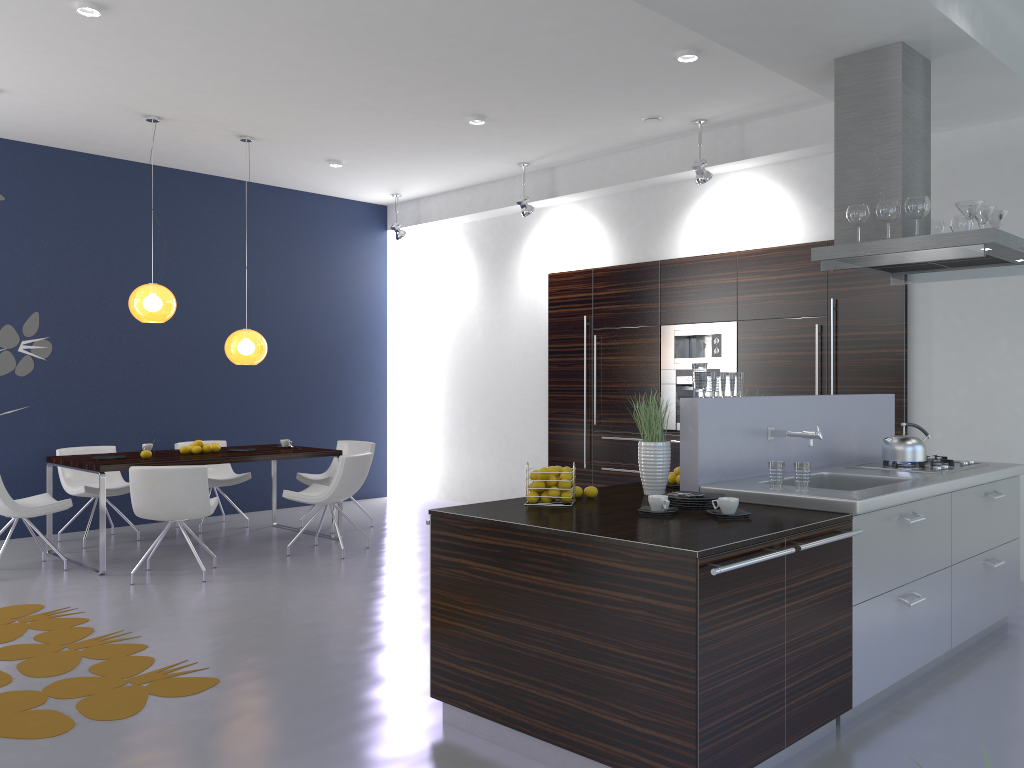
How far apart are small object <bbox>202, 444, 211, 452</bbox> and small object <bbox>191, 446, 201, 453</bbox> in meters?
0.1

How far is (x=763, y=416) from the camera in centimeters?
438cm

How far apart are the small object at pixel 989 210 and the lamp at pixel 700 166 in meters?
2.9 m

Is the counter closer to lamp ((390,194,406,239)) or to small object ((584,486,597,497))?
small object ((584,486,597,497))

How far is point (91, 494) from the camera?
7.4m

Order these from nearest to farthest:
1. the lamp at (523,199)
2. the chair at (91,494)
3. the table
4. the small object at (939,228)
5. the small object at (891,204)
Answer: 1. the small object at (891,204)
2. the small object at (939,228)
3. the table
4. the chair at (91,494)
5. the lamp at (523,199)

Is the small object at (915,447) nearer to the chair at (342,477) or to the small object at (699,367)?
the small object at (699,367)

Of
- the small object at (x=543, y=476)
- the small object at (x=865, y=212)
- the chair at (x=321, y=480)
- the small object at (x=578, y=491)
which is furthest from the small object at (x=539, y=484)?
the chair at (x=321, y=480)

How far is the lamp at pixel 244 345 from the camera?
7.5m

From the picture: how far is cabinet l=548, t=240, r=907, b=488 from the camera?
6.84m
